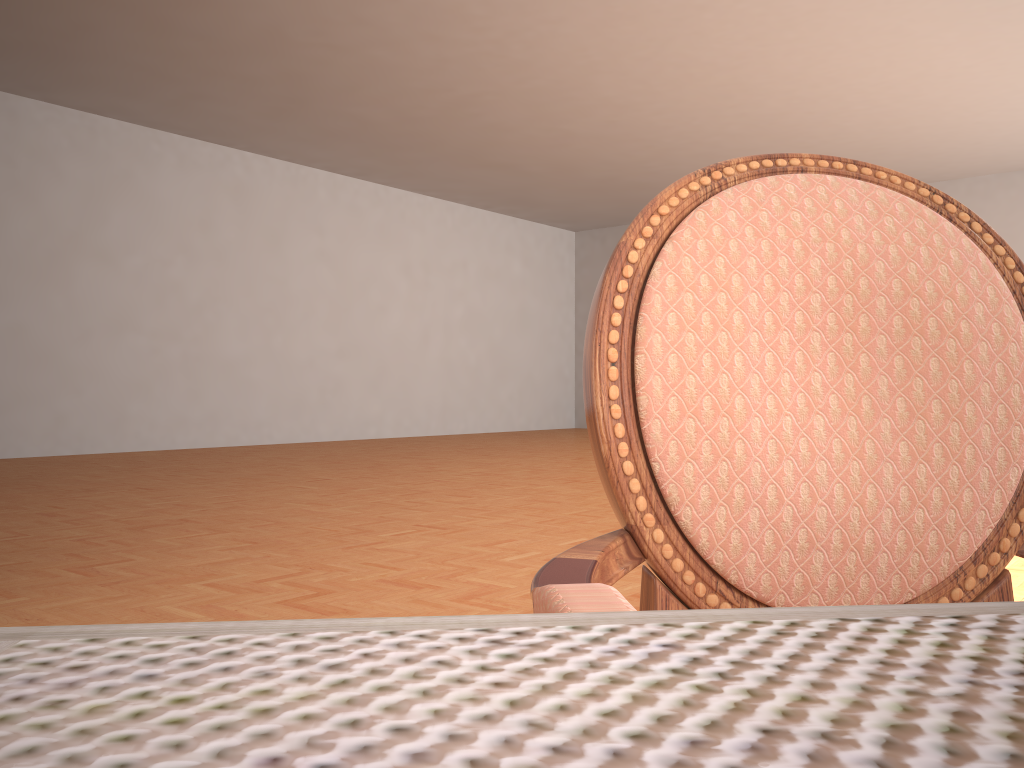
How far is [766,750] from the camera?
0.1m

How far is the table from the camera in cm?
12

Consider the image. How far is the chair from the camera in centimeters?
66cm

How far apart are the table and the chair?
0.2m

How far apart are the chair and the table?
0.2 meters

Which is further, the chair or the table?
the chair

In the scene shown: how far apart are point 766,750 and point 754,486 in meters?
0.6 m

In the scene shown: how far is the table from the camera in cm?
12

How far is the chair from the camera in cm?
66

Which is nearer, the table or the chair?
the table
